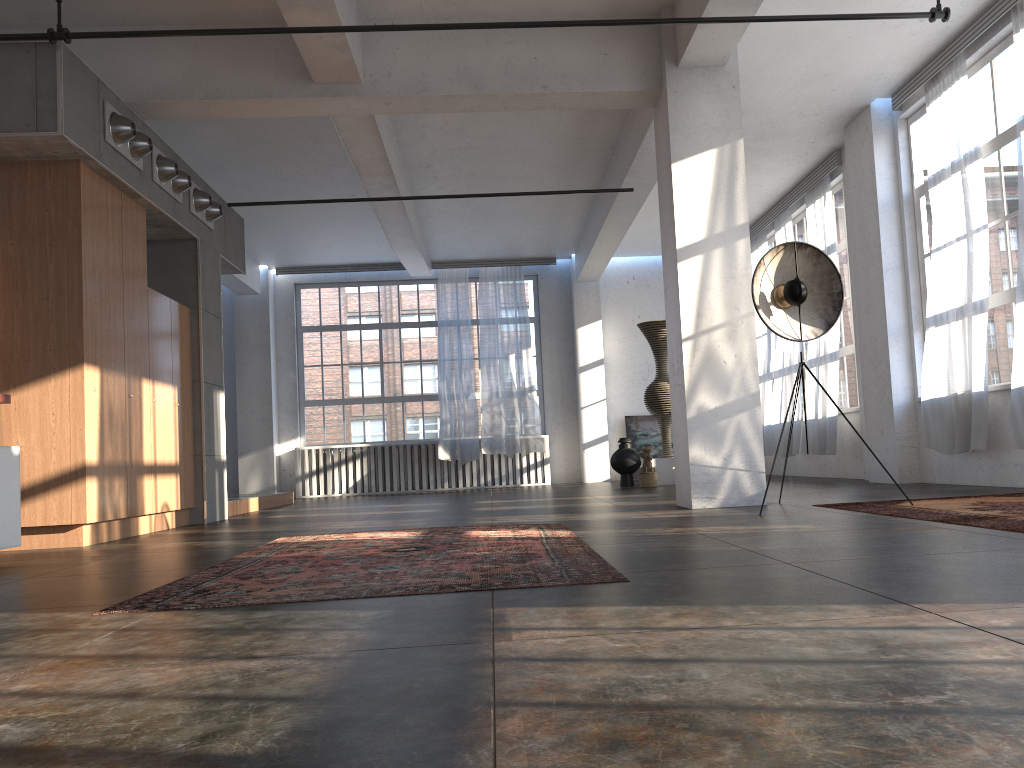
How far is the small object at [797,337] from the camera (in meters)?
6.31

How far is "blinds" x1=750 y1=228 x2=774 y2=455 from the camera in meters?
13.3 m

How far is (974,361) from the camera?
7.6m

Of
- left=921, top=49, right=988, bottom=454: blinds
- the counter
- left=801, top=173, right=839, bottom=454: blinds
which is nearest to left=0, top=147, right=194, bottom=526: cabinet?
the counter

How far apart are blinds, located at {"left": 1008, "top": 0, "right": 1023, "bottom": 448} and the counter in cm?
699

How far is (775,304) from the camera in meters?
6.5 m

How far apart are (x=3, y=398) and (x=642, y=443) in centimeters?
1162cm

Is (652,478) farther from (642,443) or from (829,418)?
(642,443)

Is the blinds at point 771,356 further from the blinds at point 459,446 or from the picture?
the blinds at point 459,446

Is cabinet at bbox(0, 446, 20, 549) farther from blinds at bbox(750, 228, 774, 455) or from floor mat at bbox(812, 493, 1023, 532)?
blinds at bbox(750, 228, 774, 455)
